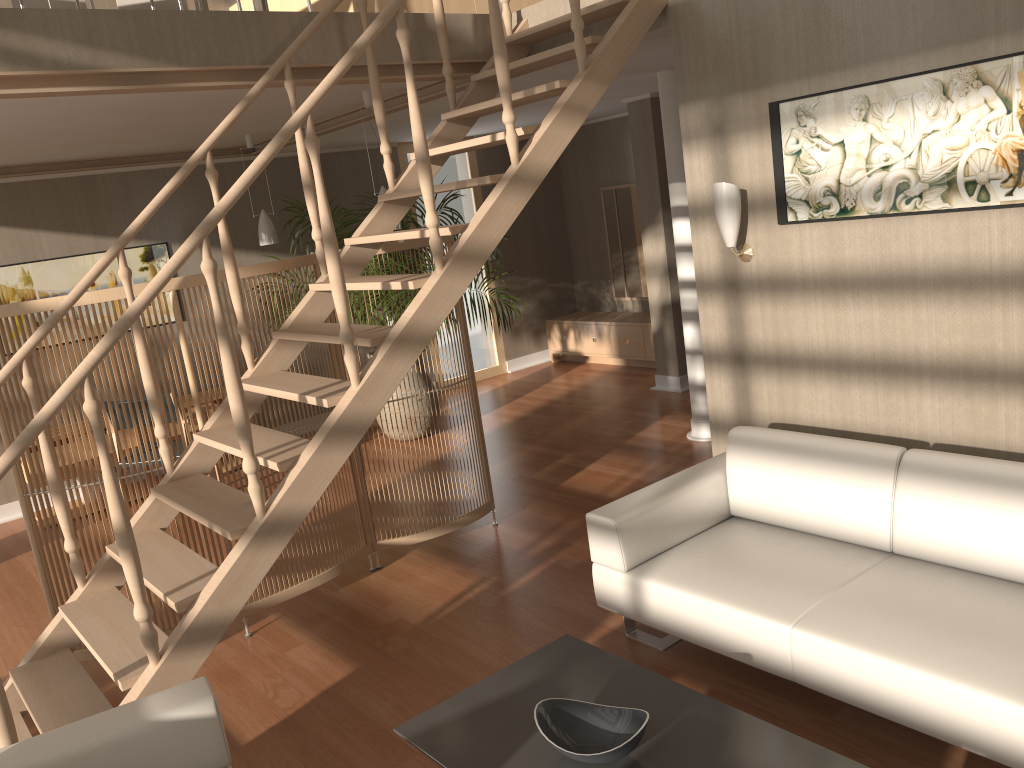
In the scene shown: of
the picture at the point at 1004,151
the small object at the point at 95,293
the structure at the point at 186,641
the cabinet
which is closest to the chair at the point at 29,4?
the structure at the point at 186,641

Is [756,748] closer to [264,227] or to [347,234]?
[347,234]

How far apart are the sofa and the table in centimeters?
35cm

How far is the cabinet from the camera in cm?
837

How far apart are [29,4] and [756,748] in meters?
5.6

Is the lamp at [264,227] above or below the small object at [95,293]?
above

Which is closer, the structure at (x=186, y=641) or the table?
the table

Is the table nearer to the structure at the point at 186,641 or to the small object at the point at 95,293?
the structure at the point at 186,641

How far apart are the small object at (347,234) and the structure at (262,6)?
2.27m

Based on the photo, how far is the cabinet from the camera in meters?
8.4 m
